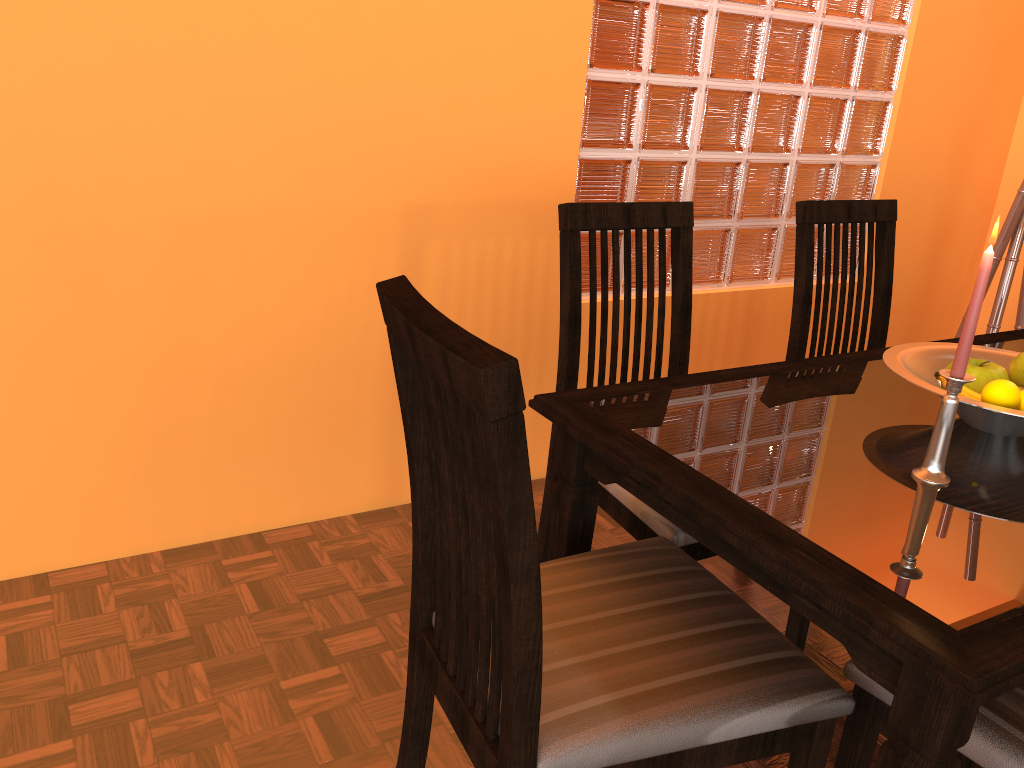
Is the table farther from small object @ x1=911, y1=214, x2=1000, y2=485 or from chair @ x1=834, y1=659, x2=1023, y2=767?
chair @ x1=834, y1=659, x2=1023, y2=767

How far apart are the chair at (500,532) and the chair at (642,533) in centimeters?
3cm

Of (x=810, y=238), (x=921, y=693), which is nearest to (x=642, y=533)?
(x=921, y=693)

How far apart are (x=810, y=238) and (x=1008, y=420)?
0.7 meters

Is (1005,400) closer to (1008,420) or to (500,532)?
(1008,420)

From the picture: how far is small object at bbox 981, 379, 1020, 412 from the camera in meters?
1.2

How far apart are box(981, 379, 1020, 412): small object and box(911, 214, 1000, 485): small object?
0.15m

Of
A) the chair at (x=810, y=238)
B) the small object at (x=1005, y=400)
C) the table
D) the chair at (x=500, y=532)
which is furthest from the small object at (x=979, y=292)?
the chair at (x=810, y=238)

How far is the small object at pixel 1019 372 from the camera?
1.3 meters

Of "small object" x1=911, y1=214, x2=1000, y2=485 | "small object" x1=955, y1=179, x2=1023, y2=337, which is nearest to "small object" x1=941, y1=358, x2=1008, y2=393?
"small object" x1=911, y1=214, x2=1000, y2=485
